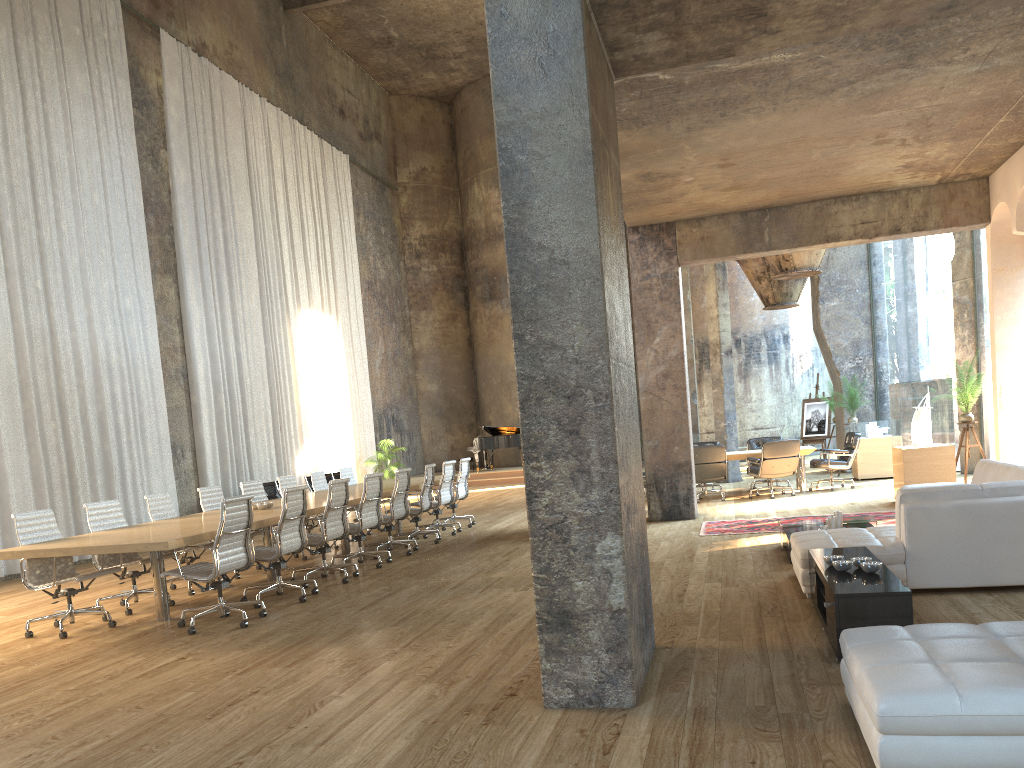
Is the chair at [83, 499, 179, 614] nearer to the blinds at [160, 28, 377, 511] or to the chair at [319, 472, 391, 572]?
the chair at [319, 472, 391, 572]

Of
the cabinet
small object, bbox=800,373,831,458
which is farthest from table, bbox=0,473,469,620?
small object, bbox=800,373,831,458

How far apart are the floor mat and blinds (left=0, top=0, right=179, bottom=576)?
8.5 meters

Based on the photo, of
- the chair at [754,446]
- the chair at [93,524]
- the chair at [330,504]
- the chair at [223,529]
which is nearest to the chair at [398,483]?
the chair at [330,504]

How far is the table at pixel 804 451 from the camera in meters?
13.7

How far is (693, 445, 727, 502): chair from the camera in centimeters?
1344cm

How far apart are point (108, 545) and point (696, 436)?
33.7 meters

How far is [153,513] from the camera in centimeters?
876cm

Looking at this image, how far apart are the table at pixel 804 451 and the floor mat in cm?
340

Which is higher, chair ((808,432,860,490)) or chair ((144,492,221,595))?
chair ((144,492,221,595))
